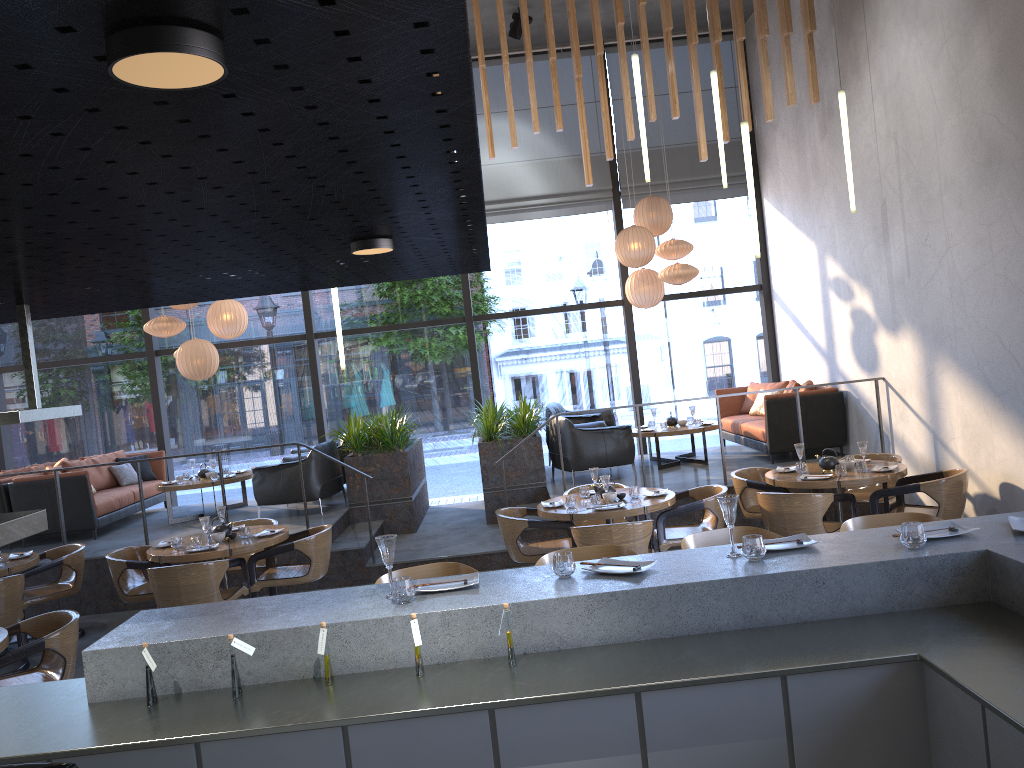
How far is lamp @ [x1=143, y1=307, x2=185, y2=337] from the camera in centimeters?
1003cm

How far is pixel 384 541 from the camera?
3.3 meters

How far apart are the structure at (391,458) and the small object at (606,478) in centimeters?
285cm

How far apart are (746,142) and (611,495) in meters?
2.9 m

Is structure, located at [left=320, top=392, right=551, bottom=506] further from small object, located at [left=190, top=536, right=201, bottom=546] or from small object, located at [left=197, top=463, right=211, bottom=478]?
small object, located at [left=190, top=536, right=201, bottom=546]

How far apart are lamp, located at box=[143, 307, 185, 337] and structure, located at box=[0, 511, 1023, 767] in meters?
7.2 m

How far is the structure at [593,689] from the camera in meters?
2.7 m

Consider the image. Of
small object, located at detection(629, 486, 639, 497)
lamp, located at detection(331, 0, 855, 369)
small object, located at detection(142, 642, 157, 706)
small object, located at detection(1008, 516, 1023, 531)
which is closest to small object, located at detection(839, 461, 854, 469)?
small object, located at detection(629, 486, 639, 497)

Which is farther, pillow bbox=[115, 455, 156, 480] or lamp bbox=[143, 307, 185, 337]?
pillow bbox=[115, 455, 156, 480]

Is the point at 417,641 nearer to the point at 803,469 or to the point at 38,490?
the point at 803,469
